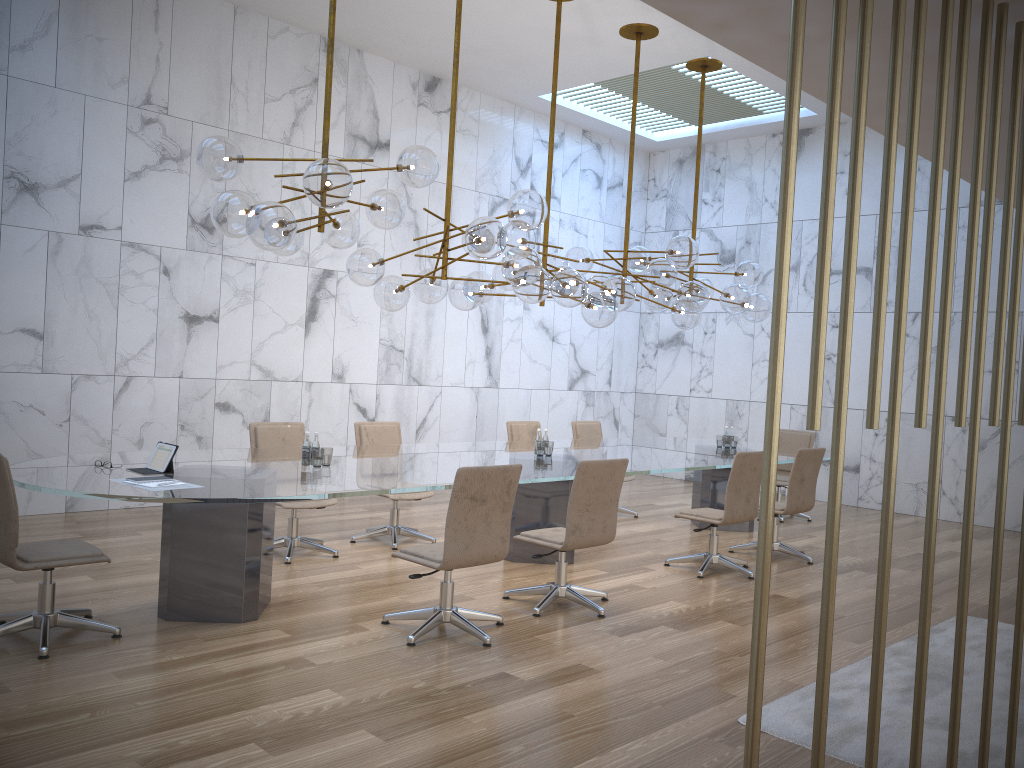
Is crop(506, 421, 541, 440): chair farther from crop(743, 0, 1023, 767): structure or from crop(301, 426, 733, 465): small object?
crop(743, 0, 1023, 767): structure

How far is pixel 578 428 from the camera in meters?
9.6 m

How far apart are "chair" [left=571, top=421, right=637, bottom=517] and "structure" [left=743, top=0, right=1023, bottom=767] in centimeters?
Answer: 723cm

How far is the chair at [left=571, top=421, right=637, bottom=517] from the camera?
9.6 meters

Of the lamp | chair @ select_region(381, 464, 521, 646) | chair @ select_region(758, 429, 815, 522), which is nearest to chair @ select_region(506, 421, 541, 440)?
the lamp

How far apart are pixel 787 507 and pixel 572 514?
2.82m

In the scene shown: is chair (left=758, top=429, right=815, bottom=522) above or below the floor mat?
above

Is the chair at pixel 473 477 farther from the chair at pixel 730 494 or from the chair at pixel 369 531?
the chair at pixel 730 494

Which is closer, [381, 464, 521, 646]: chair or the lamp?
[381, 464, 521, 646]: chair

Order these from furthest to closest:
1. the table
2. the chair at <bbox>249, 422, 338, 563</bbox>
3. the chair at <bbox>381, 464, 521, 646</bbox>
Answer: the chair at <bbox>249, 422, 338, 563</bbox> < the chair at <bbox>381, 464, 521, 646</bbox> < the table
